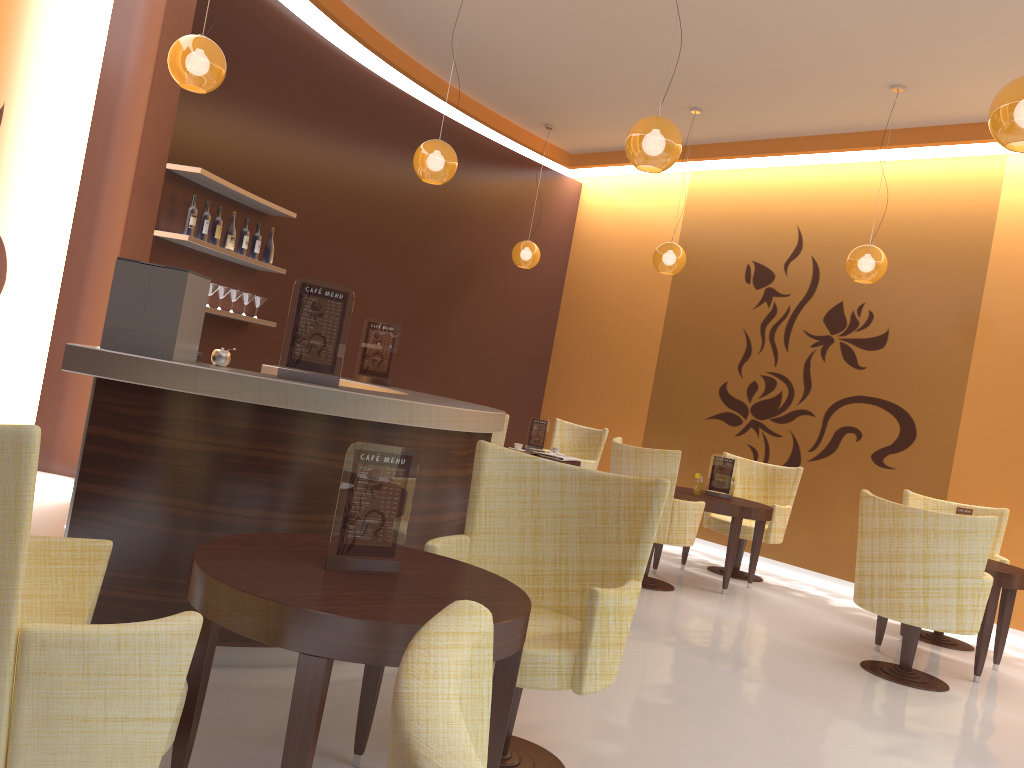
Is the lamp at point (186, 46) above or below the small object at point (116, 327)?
above

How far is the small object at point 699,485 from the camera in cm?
681

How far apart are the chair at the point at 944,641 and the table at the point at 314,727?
4.9 meters

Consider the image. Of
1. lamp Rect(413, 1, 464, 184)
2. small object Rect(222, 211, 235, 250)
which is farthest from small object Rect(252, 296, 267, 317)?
lamp Rect(413, 1, 464, 184)

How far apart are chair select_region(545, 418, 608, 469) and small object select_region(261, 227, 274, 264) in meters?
3.6

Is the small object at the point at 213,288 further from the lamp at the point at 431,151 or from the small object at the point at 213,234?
the lamp at the point at 431,151

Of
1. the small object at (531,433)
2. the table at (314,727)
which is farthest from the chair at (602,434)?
the table at (314,727)

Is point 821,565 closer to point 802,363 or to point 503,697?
point 802,363

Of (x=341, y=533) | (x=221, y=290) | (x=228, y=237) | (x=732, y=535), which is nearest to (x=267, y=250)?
(x=228, y=237)

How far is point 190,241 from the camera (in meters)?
5.77
